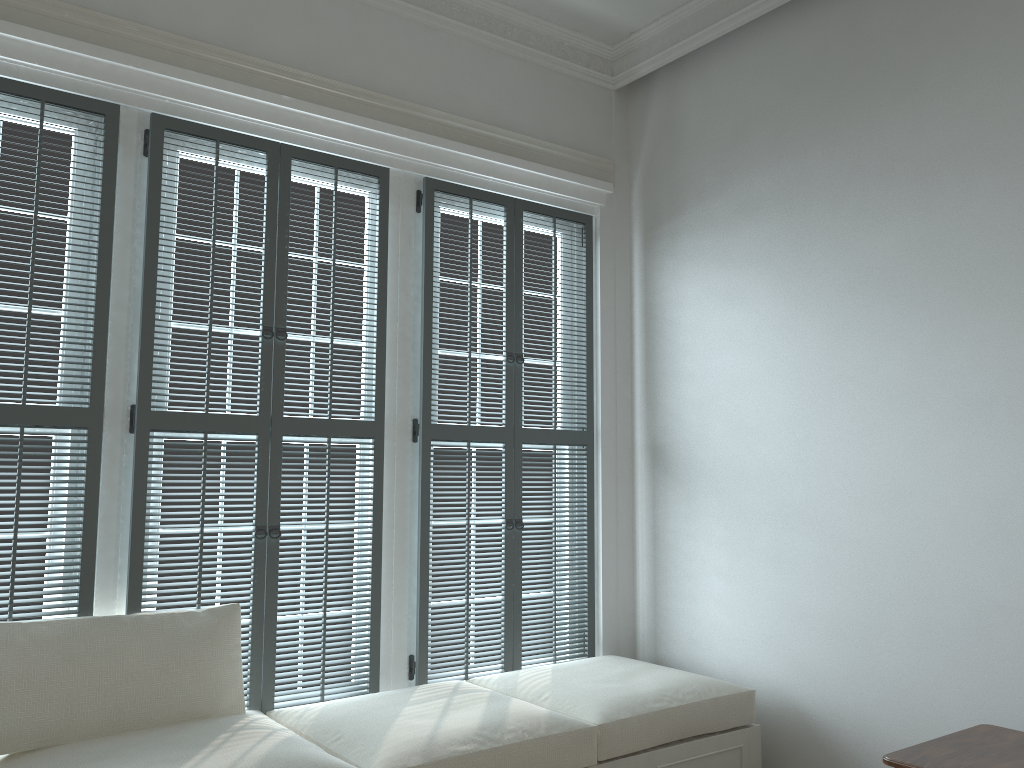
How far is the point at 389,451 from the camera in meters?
3.3 m

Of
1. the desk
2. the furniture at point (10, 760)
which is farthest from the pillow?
the desk

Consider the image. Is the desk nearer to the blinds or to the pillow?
the blinds

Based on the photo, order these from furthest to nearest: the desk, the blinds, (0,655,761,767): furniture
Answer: the blinds → (0,655,761,767): furniture → the desk

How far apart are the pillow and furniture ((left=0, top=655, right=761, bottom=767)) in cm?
2

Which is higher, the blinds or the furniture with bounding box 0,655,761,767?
the blinds

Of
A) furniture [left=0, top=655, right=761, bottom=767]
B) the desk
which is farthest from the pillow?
the desk

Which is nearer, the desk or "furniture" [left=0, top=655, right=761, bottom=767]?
the desk

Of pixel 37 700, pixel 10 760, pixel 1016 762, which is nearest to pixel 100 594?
pixel 37 700

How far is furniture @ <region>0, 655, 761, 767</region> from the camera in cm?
236
